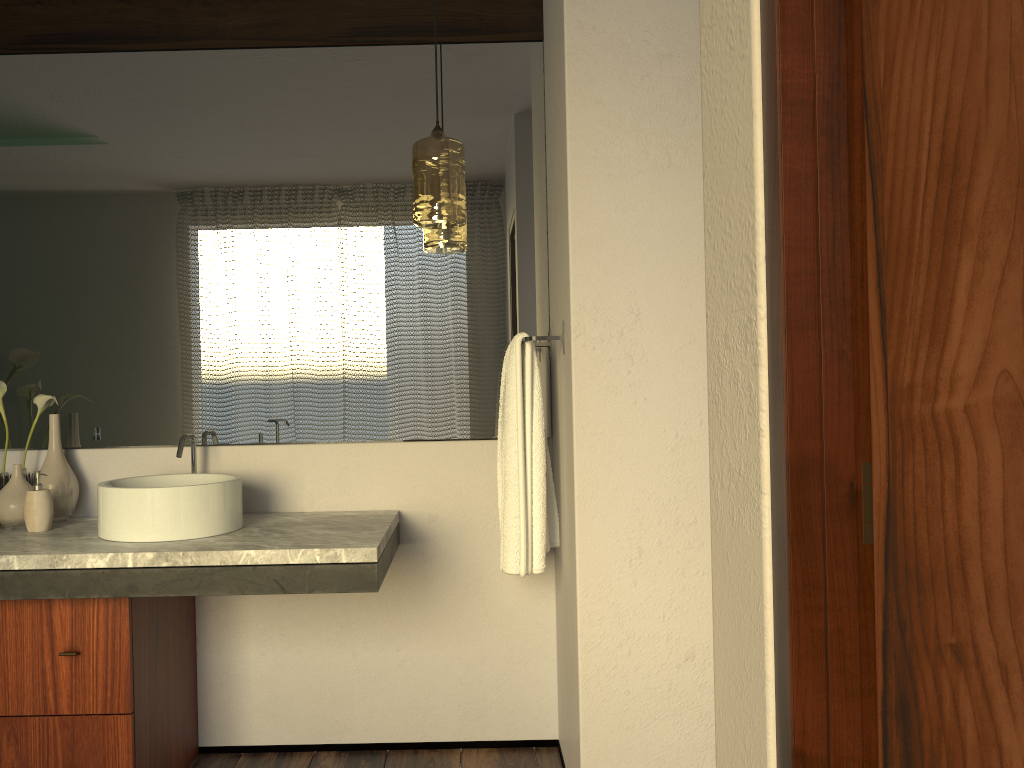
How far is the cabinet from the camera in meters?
2.1 m

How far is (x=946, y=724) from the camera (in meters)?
0.61

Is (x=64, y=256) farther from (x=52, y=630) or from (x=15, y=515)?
(x=52, y=630)

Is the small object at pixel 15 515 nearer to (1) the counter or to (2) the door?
(1) the counter

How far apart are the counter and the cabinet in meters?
0.1 m

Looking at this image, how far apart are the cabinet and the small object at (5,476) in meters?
0.5 m

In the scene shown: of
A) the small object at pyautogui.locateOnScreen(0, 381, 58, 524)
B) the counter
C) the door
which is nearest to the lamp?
the counter

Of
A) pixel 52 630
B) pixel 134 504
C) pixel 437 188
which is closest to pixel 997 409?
pixel 437 188

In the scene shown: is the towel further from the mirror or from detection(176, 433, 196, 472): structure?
detection(176, 433, 196, 472): structure

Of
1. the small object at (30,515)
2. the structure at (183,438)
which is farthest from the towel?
the small object at (30,515)
